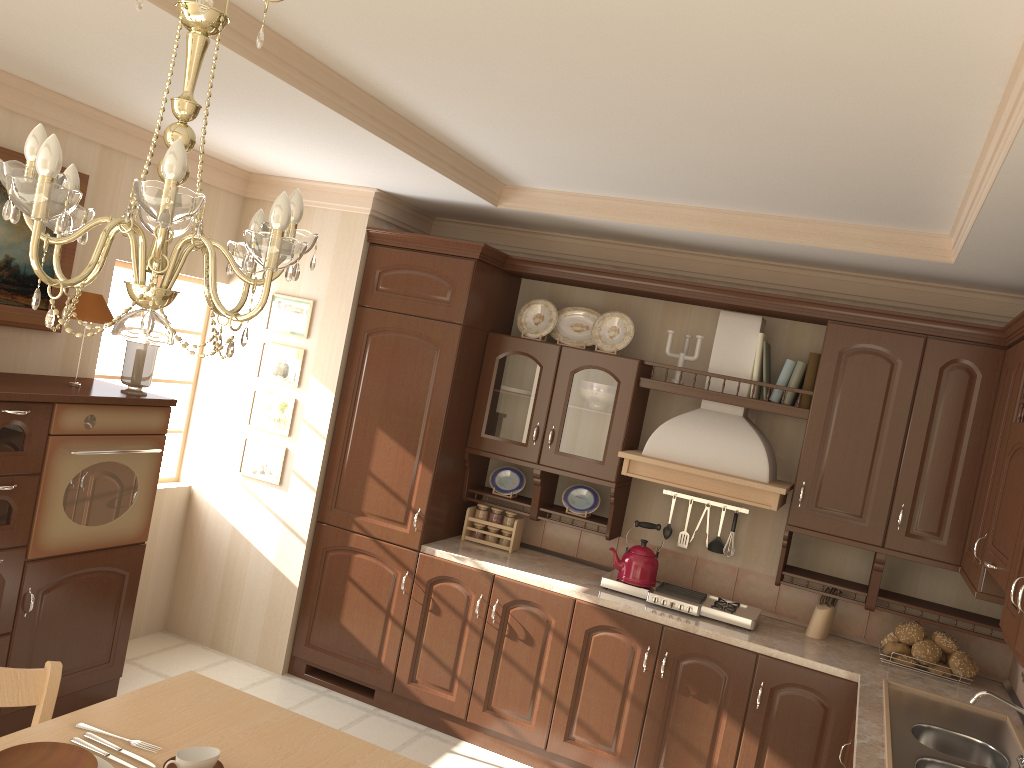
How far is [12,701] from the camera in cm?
215

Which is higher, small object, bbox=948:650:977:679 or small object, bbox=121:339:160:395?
small object, bbox=121:339:160:395

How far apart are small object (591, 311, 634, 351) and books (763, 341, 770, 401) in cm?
65

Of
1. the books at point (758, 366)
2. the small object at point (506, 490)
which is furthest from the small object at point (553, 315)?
the books at point (758, 366)

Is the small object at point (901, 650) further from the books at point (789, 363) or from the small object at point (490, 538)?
the small object at point (490, 538)

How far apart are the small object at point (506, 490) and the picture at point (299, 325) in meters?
1.1 m

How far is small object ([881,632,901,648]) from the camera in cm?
385

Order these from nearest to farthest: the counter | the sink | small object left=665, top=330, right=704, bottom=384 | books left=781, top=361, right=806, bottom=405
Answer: the sink < the counter < books left=781, top=361, right=806, bottom=405 < small object left=665, top=330, right=704, bottom=384

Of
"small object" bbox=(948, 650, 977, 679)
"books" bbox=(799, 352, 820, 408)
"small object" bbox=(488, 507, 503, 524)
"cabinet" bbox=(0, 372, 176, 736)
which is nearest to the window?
"cabinet" bbox=(0, 372, 176, 736)

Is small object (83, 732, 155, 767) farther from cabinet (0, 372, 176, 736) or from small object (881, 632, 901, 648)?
small object (881, 632, 901, 648)
